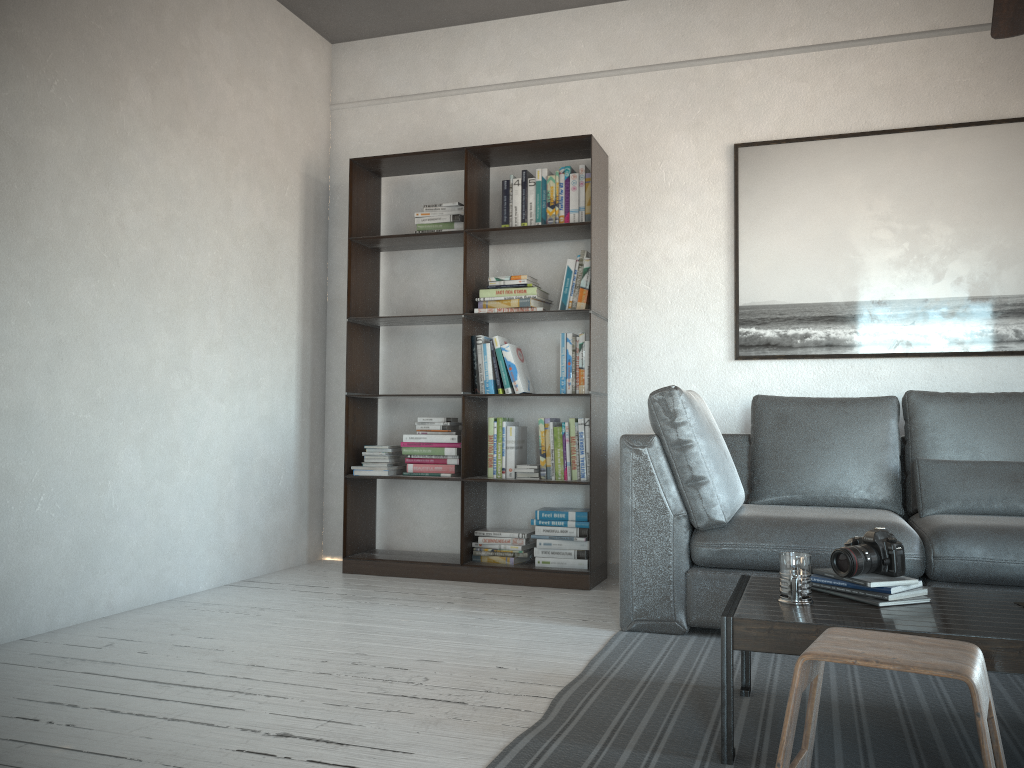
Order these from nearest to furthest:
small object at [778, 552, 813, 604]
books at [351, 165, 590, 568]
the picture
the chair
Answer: the chair → small object at [778, 552, 813, 604] → the picture → books at [351, 165, 590, 568]

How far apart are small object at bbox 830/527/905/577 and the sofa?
0.8m

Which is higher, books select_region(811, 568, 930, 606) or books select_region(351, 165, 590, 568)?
books select_region(351, 165, 590, 568)

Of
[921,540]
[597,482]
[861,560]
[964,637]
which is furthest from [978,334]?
[964,637]

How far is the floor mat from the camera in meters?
2.0 m

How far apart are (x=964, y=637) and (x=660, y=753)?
0.7m

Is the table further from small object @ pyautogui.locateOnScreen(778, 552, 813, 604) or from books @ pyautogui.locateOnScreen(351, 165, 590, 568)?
books @ pyautogui.locateOnScreen(351, 165, 590, 568)

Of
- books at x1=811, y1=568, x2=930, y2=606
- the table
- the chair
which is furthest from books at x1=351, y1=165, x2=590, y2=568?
the chair

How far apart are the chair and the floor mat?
0.17m

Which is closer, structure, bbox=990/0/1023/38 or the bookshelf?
structure, bbox=990/0/1023/38
